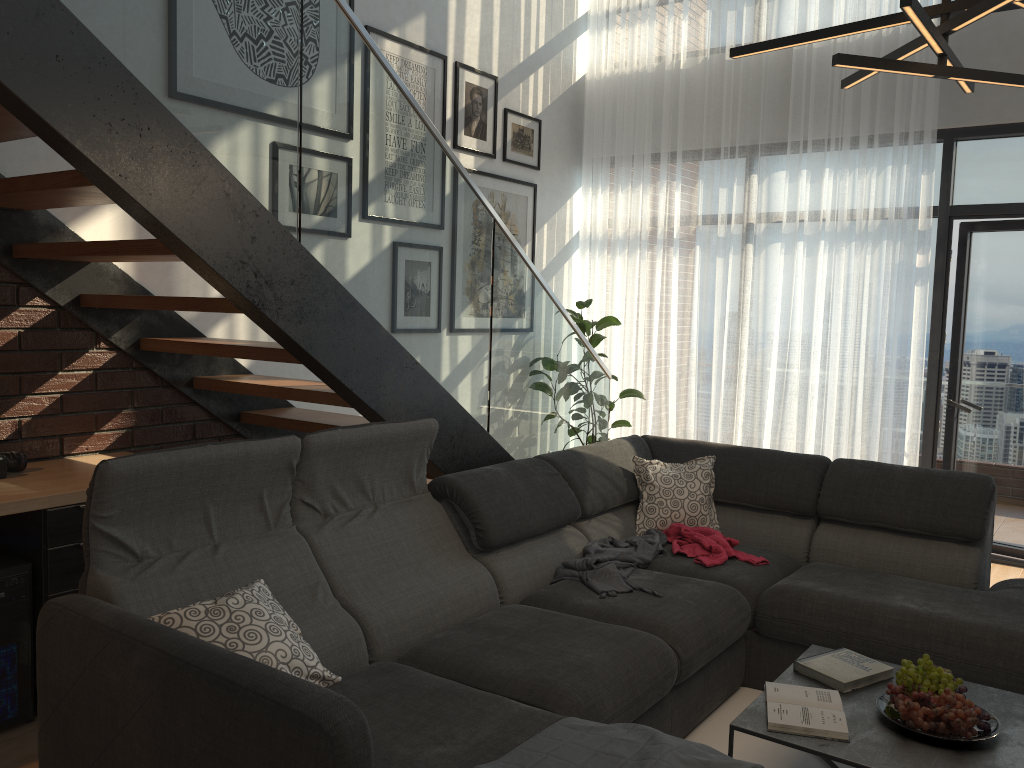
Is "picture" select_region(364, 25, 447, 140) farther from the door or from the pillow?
the door

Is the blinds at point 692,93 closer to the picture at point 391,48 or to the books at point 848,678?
the picture at point 391,48

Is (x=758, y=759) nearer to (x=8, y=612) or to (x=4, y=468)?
(x=8, y=612)

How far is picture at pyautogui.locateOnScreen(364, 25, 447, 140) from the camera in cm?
474

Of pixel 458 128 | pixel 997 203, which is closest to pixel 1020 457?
pixel 997 203

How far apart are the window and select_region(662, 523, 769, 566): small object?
2.2m

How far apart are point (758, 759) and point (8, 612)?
2.38m

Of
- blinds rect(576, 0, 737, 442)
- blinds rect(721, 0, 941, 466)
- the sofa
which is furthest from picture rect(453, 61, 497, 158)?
the sofa

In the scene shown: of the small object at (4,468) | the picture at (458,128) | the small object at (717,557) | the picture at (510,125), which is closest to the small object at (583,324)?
the picture at (510,125)

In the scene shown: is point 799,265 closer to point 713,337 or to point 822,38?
point 713,337
